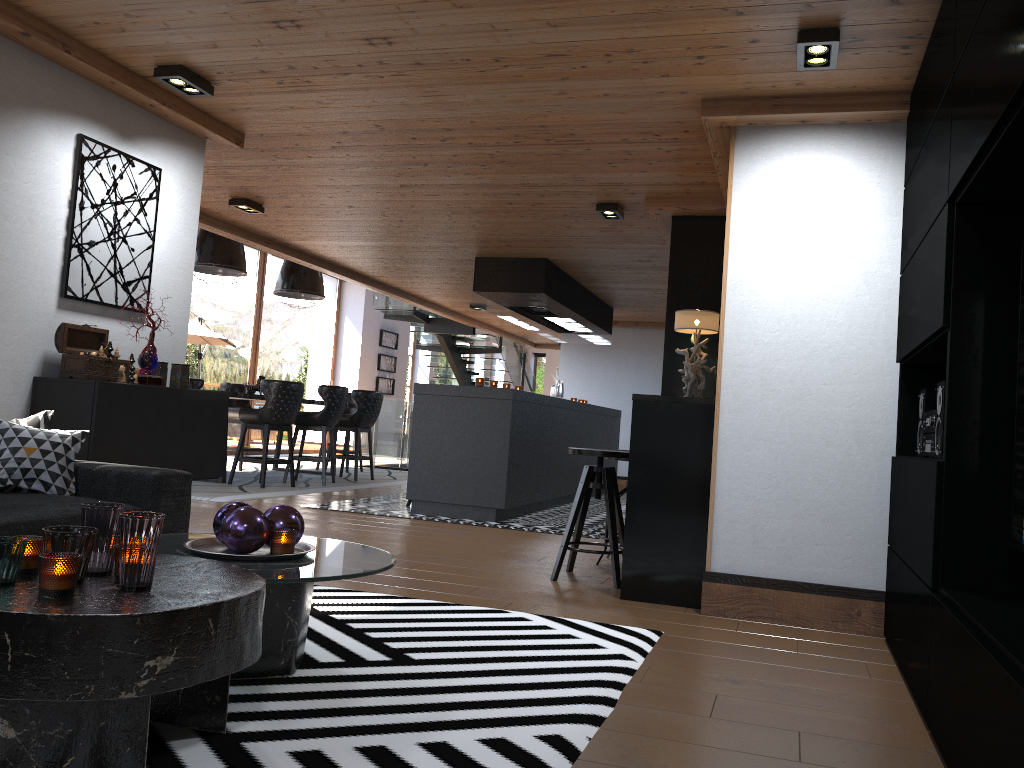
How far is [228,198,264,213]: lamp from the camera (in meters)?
6.78

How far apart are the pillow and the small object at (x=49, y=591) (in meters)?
1.51

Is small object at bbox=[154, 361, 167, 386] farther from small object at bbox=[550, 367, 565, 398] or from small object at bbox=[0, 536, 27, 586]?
small object at bbox=[550, 367, 565, 398]

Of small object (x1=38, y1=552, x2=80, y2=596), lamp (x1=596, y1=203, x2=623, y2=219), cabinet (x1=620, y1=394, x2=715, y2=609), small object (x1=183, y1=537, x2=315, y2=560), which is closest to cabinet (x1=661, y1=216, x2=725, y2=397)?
lamp (x1=596, y1=203, x2=623, y2=219)

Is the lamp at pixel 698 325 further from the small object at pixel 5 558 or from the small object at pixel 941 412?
the small object at pixel 5 558

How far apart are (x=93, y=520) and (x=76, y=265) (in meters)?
2.55

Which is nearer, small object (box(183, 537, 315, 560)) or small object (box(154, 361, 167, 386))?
small object (box(183, 537, 315, 560))

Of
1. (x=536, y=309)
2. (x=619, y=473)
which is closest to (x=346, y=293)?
(x=619, y=473)

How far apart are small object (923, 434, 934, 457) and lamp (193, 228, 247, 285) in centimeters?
728cm

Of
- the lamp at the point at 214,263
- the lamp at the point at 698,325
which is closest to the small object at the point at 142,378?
the lamp at the point at 698,325
